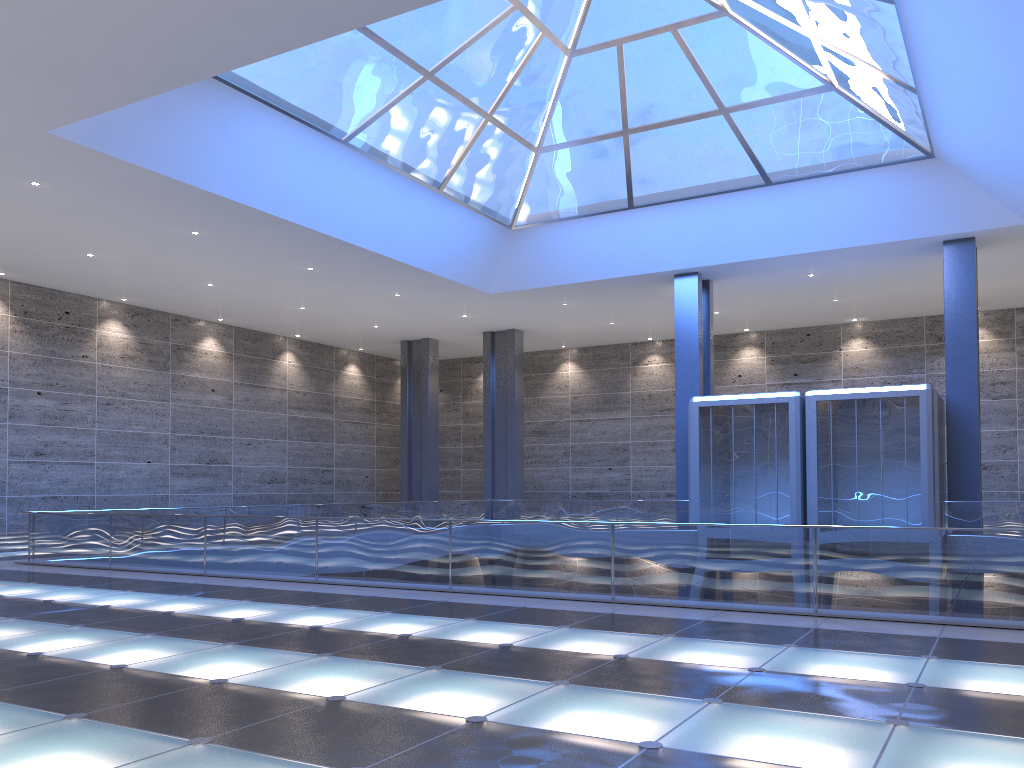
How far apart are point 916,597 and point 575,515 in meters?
23.0

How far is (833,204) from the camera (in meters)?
27.49
